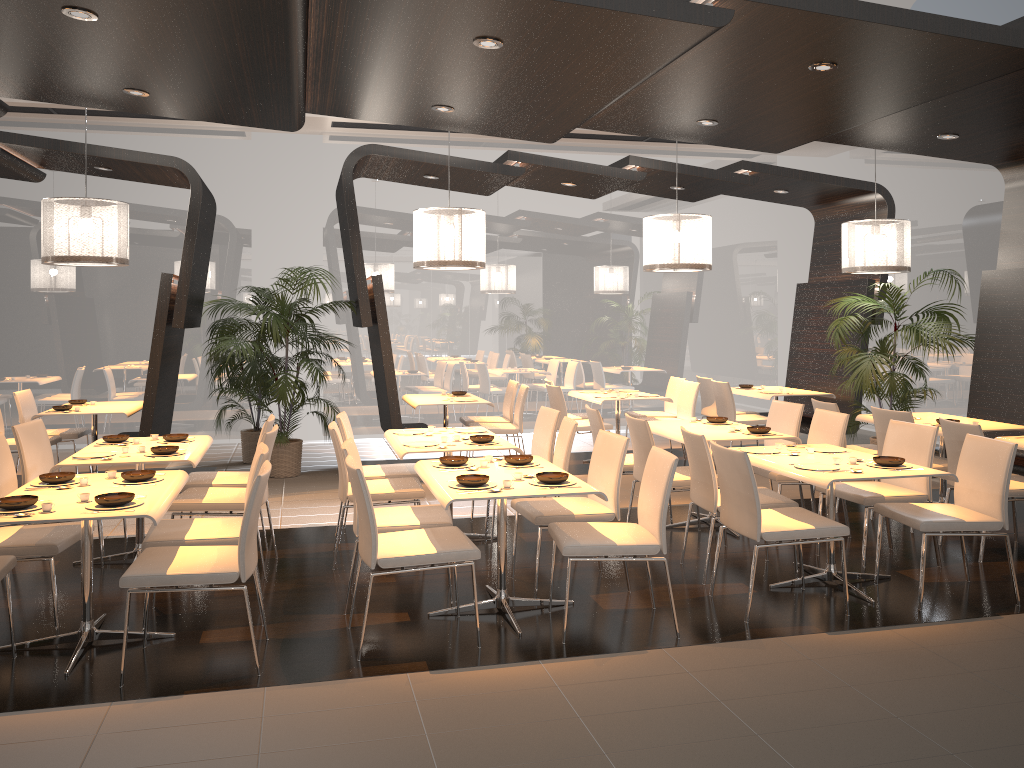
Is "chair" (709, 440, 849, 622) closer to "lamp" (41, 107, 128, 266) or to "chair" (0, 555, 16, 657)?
"chair" (0, 555, 16, 657)

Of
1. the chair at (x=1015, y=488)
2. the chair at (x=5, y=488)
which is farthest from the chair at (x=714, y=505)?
the chair at (x=5, y=488)

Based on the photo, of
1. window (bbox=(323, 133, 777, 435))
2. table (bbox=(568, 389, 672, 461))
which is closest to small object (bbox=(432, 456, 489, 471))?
table (bbox=(568, 389, 672, 461))

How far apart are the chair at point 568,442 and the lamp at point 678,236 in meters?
2.3

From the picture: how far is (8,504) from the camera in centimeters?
385cm

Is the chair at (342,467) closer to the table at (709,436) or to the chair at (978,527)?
the table at (709,436)

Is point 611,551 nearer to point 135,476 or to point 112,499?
point 112,499

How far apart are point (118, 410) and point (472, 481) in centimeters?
507cm

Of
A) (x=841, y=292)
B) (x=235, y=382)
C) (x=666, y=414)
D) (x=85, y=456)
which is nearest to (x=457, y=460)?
(x=85, y=456)

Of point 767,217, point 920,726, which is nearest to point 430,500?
point 920,726
